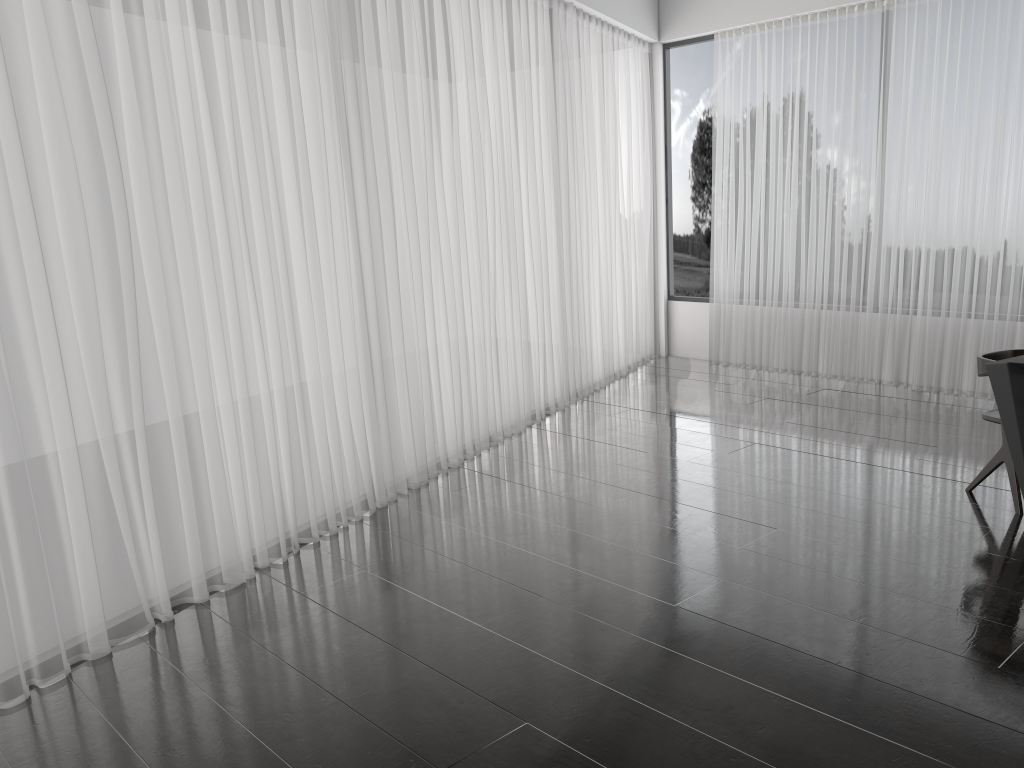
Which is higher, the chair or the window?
the window

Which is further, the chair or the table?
the chair

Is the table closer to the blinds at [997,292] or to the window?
the blinds at [997,292]

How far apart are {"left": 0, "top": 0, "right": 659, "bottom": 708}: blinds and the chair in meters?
2.6

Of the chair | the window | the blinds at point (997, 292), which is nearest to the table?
the chair

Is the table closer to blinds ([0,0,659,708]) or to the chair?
the chair

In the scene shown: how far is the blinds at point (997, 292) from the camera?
5.79m

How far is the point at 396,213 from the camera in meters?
4.6

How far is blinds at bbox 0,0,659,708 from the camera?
2.93m

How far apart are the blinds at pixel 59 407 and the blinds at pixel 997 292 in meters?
0.6
